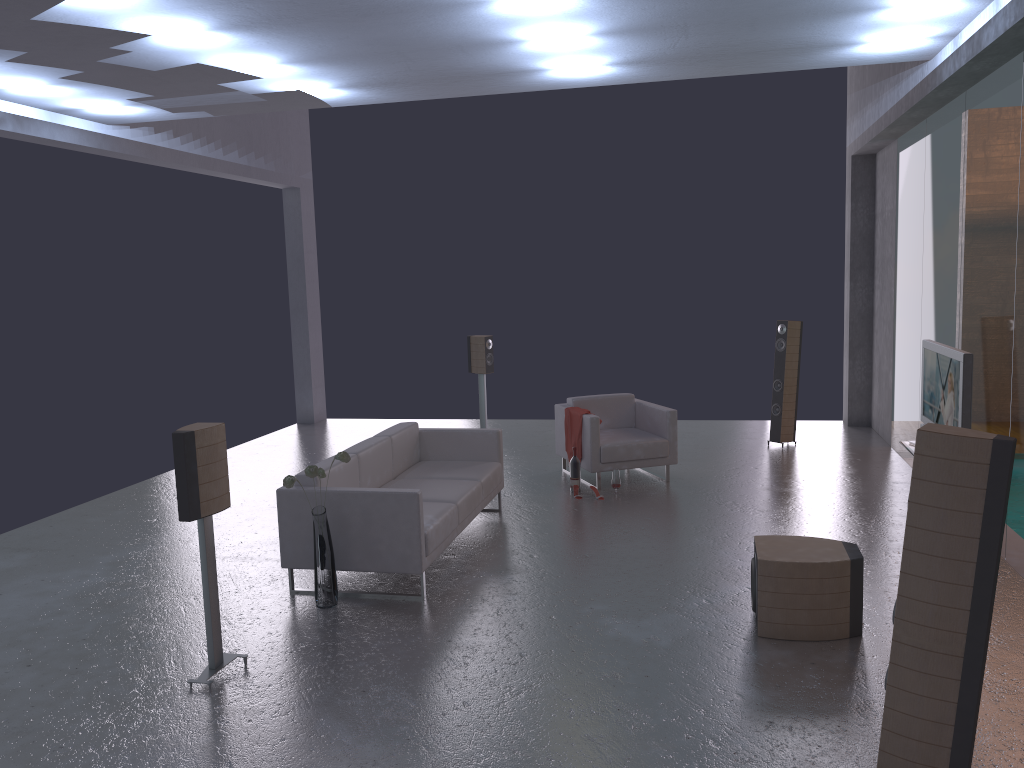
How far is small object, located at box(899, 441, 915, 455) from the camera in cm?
573

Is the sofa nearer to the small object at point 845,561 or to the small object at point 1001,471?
the small object at point 845,561

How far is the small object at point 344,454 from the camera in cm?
551

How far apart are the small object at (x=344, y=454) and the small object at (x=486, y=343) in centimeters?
533cm

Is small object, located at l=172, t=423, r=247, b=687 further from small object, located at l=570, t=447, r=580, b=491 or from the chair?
the chair

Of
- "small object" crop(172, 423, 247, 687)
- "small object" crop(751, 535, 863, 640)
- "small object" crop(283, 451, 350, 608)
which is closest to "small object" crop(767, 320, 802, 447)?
"small object" crop(751, 535, 863, 640)

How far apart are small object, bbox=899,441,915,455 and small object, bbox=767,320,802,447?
4.4m

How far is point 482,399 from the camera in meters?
11.0

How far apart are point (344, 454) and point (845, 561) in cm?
301

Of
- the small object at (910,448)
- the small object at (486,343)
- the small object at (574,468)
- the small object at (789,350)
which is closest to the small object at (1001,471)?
the small object at (910,448)
